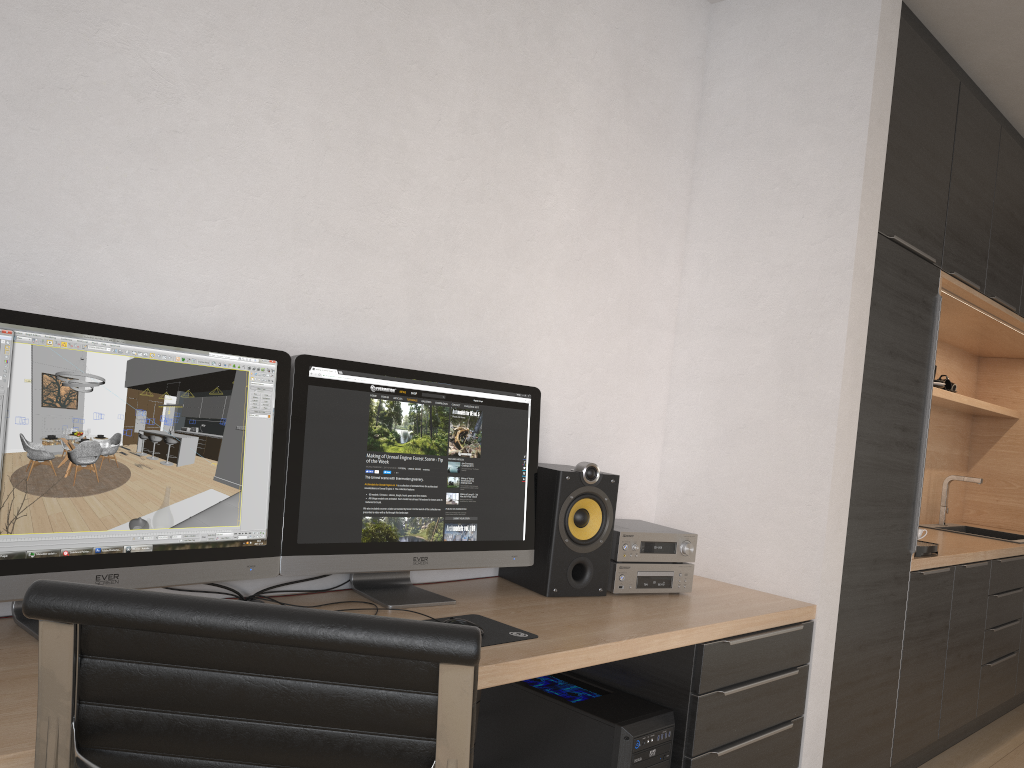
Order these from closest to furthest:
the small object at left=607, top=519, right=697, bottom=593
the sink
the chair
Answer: the chair, the small object at left=607, top=519, right=697, bottom=593, the sink

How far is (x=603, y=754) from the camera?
2.1m

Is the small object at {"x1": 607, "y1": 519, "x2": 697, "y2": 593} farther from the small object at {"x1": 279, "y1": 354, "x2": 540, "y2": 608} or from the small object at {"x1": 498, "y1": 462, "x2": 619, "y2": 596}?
the small object at {"x1": 279, "y1": 354, "x2": 540, "y2": 608}

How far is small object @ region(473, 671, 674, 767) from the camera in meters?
2.1 m

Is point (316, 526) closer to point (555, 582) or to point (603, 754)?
point (555, 582)

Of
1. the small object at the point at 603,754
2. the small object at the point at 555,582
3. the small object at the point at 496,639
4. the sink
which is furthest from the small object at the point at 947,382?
the small object at the point at 496,639

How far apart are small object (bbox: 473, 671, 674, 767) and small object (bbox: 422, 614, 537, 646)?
0.4 meters

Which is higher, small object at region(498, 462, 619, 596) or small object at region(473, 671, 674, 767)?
small object at region(498, 462, 619, 596)

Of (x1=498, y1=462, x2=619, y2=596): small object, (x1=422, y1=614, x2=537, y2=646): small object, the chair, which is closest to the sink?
(x1=498, y1=462, x2=619, y2=596): small object

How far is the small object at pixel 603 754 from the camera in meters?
2.1 m
